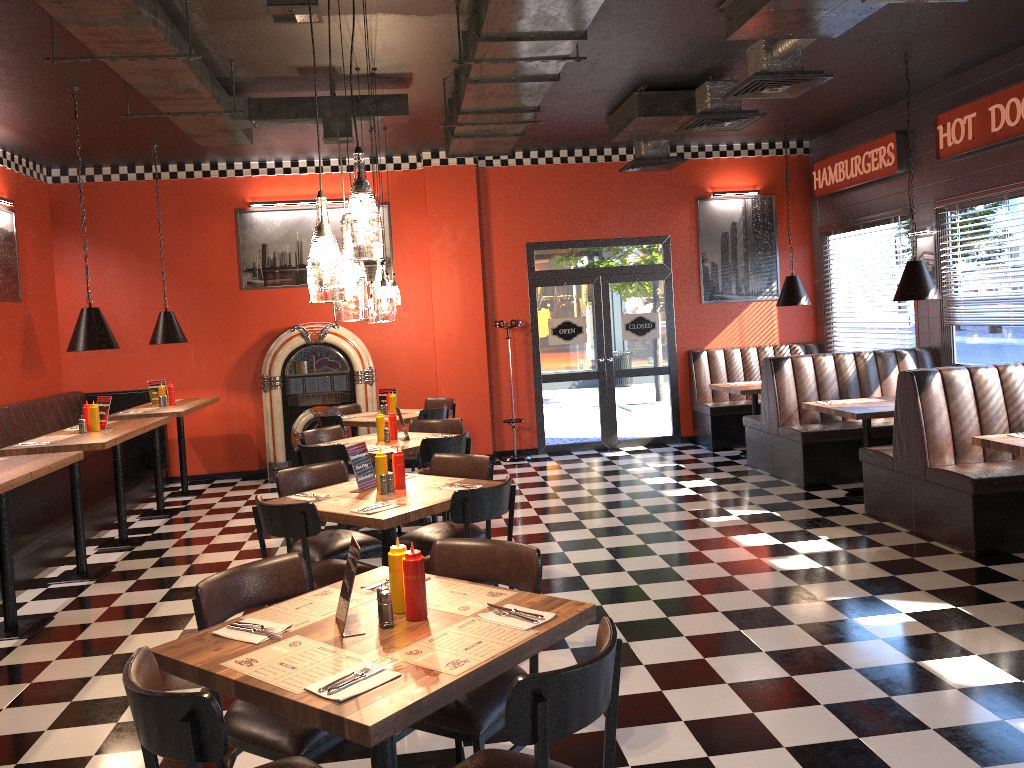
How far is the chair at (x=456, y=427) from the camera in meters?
7.4 m

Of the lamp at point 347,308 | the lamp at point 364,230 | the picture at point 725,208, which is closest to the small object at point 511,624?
the lamp at point 347,308

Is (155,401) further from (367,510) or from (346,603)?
(346,603)

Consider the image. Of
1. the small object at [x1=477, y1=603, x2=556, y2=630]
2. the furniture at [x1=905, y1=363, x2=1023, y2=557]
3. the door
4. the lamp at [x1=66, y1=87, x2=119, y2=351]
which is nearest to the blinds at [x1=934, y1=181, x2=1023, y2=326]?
the furniture at [x1=905, y1=363, x2=1023, y2=557]

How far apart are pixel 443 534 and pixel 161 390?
5.1 meters

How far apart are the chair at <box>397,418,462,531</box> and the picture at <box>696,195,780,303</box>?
4.69m

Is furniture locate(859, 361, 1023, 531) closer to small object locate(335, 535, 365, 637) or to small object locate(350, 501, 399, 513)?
small object locate(350, 501, 399, 513)

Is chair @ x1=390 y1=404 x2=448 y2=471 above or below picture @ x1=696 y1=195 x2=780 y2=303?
below

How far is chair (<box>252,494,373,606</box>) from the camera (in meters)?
4.25

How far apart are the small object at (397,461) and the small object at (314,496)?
0.4 meters
